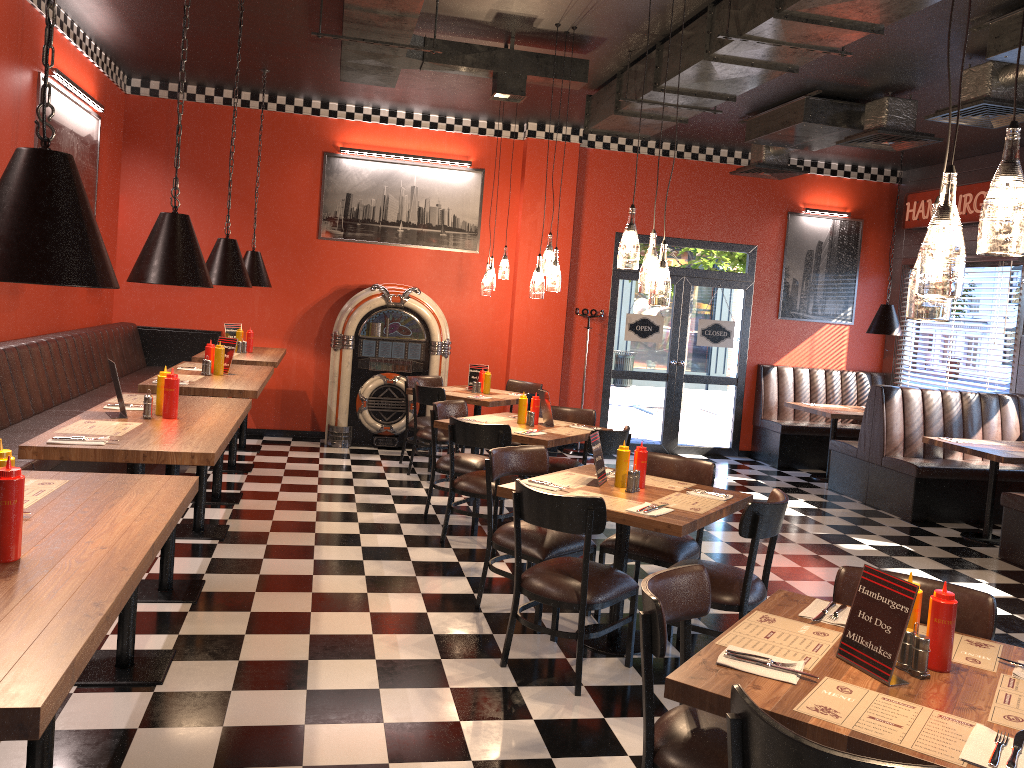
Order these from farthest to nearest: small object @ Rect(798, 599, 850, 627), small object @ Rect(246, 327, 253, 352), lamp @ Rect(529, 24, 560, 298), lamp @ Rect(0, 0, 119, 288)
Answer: small object @ Rect(246, 327, 253, 352) < lamp @ Rect(529, 24, 560, 298) < small object @ Rect(798, 599, 850, 627) < lamp @ Rect(0, 0, 119, 288)

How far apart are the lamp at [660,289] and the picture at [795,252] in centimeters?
692cm

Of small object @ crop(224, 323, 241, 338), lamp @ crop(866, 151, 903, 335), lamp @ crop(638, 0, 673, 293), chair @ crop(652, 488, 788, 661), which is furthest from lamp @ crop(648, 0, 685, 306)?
lamp @ crop(866, 151, 903, 335)

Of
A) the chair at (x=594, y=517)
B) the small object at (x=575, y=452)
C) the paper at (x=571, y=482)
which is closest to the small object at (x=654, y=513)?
the chair at (x=594, y=517)

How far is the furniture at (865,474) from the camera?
Result: 8.6 meters

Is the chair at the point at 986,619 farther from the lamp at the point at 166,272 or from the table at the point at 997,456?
the table at the point at 997,456

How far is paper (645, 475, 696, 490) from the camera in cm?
467

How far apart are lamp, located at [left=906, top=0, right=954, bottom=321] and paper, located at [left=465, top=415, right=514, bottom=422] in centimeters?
456cm

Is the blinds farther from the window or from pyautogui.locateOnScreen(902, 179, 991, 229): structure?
pyautogui.locateOnScreen(902, 179, 991, 229): structure

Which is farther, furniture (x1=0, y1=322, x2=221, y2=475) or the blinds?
the blinds
